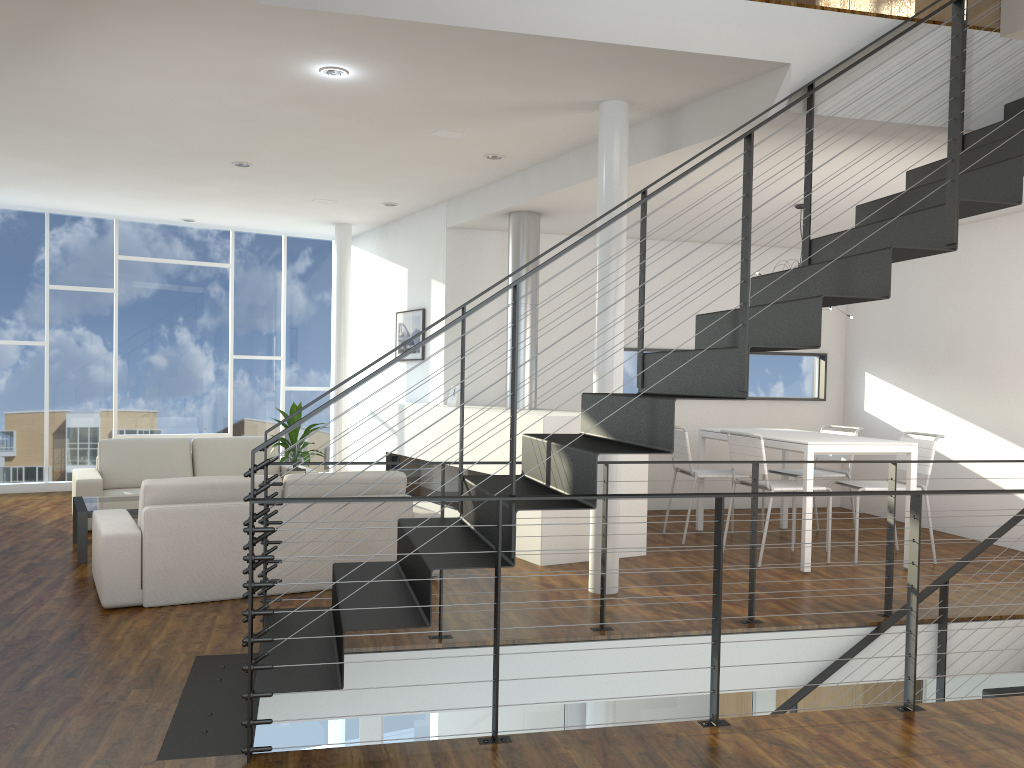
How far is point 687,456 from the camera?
5.8 meters

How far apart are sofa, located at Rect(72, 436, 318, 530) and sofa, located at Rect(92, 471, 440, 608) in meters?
1.5 m

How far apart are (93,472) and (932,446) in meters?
5.5 m

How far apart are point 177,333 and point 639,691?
6.1 meters

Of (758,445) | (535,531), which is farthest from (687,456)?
(535,531)

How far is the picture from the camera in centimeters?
720cm

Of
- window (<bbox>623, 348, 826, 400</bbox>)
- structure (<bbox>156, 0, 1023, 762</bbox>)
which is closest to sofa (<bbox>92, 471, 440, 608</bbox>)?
structure (<bbox>156, 0, 1023, 762</bbox>)

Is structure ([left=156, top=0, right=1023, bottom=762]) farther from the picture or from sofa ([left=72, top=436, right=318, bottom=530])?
the picture

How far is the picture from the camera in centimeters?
720cm

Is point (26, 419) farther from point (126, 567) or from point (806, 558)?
point (806, 558)
